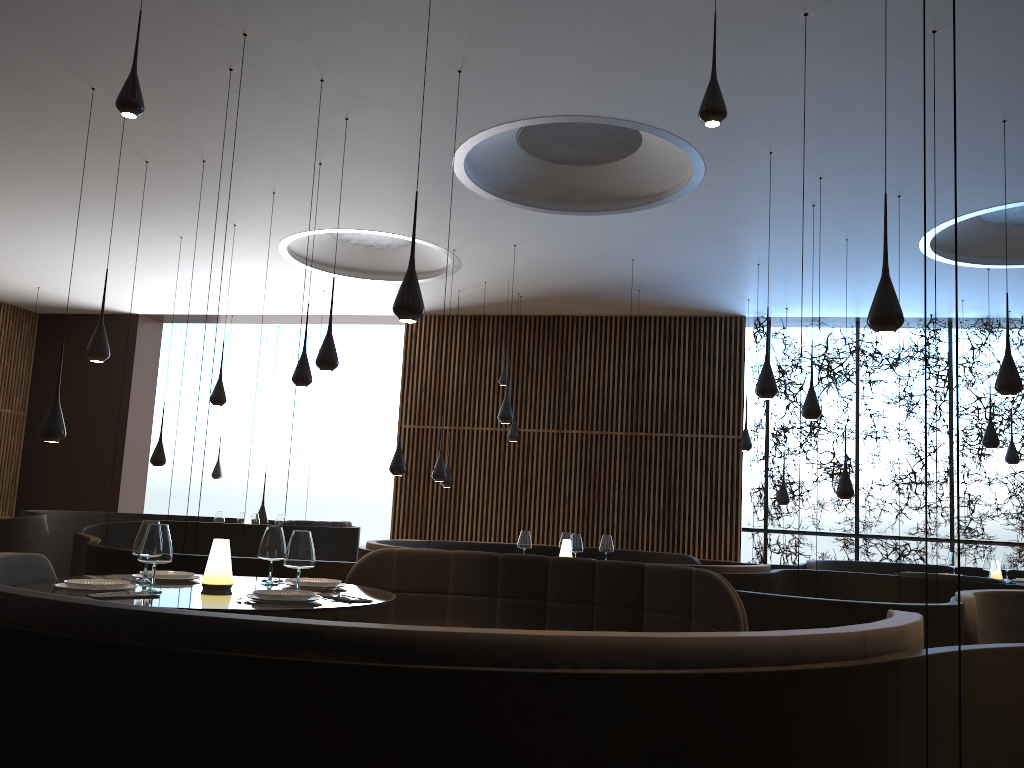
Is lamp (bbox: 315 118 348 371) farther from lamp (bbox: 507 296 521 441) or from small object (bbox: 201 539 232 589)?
lamp (bbox: 507 296 521 441)

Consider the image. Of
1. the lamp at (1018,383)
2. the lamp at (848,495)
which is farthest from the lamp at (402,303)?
the lamp at (848,495)

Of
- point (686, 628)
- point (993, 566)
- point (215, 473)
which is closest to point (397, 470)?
point (686, 628)

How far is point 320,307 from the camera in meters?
15.0

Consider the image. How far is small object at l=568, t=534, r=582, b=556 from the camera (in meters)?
8.16

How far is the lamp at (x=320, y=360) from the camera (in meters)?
7.36

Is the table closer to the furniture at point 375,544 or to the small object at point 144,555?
the small object at point 144,555

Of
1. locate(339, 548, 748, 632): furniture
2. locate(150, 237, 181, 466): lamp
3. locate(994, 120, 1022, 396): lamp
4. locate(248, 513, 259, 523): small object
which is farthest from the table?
locate(150, 237, 181, 466): lamp

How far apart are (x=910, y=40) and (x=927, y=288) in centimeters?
662cm

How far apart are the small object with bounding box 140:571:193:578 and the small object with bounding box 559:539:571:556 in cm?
458
